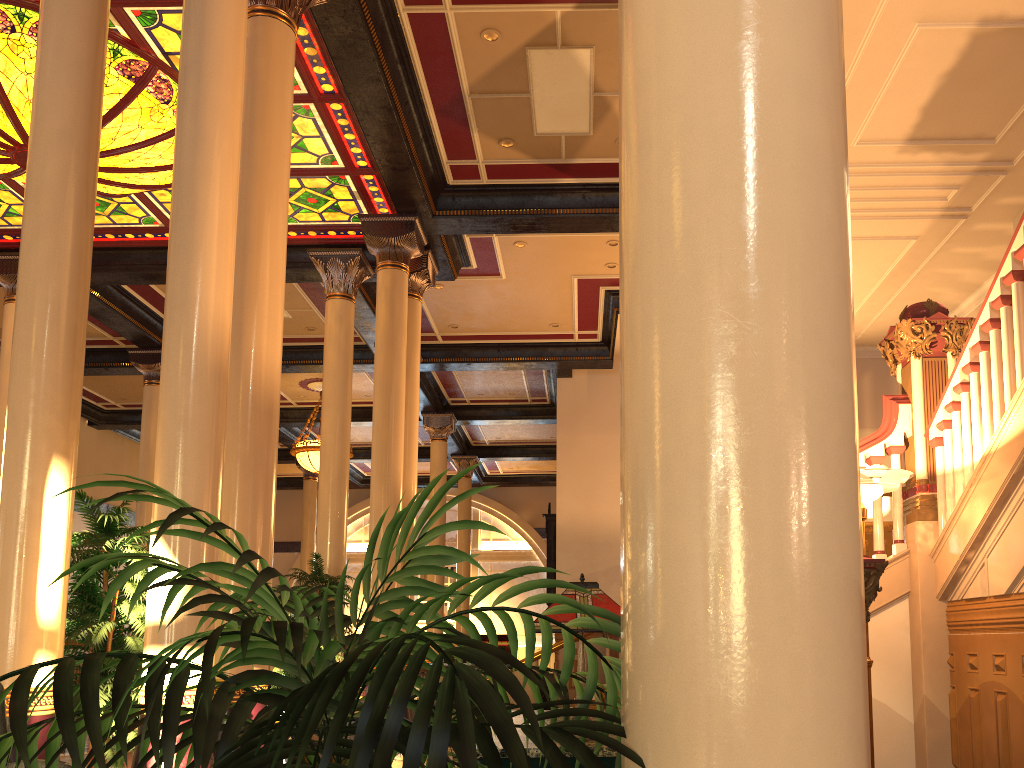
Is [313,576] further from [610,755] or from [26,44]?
[610,755]

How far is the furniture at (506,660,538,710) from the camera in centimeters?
1376cm

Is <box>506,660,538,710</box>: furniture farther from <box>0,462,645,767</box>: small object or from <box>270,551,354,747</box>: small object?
<box>0,462,645,767</box>: small object

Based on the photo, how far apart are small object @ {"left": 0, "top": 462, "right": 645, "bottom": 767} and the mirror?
13.4m

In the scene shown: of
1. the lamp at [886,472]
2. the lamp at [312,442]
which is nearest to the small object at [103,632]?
the lamp at [886,472]

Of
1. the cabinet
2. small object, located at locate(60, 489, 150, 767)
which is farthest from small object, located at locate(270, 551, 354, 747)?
the cabinet

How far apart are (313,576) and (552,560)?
6.5 meters

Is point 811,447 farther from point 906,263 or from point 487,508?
point 487,508

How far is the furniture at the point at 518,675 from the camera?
13.8 meters

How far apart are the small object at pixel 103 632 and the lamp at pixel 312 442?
10.73m
